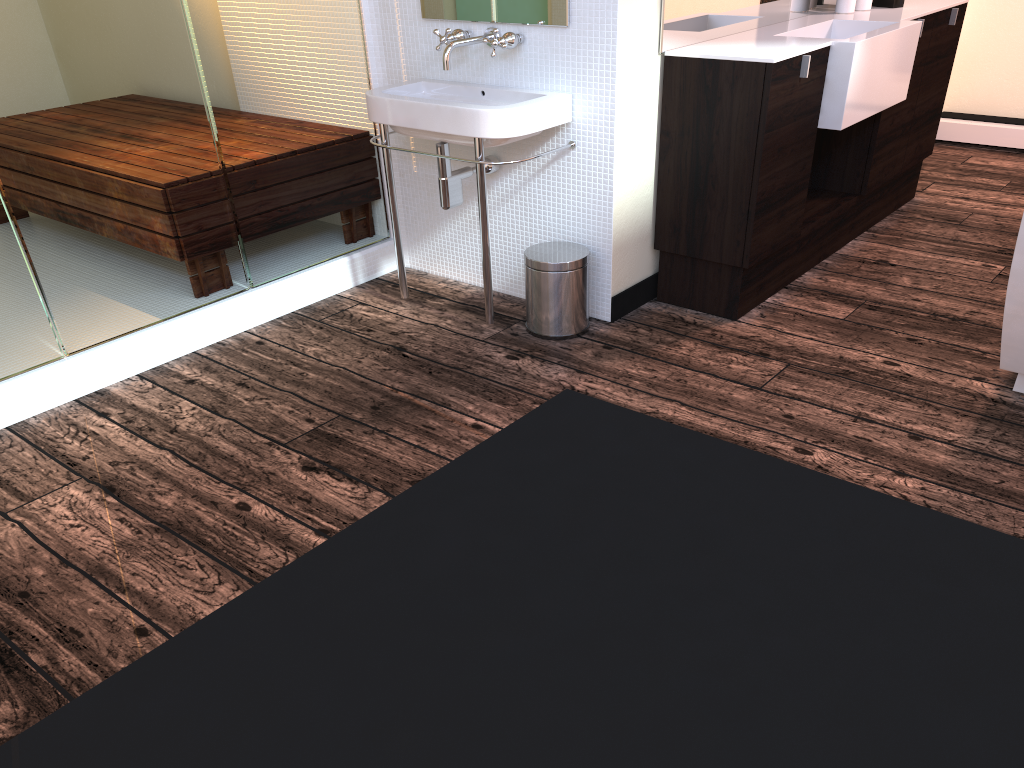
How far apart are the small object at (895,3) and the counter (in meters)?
0.04

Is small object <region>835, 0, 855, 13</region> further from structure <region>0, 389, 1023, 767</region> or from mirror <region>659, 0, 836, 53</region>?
structure <region>0, 389, 1023, 767</region>

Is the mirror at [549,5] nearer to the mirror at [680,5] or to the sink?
the sink

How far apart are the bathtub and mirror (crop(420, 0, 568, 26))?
1.42m

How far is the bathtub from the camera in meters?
2.3

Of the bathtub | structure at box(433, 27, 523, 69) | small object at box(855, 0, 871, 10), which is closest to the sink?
structure at box(433, 27, 523, 69)

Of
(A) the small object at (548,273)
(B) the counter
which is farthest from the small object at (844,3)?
(A) the small object at (548,273)

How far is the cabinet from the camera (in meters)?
2.77

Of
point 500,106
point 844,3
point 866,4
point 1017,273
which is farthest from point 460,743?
point 866,4

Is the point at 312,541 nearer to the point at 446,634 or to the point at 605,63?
the point at 446,634
